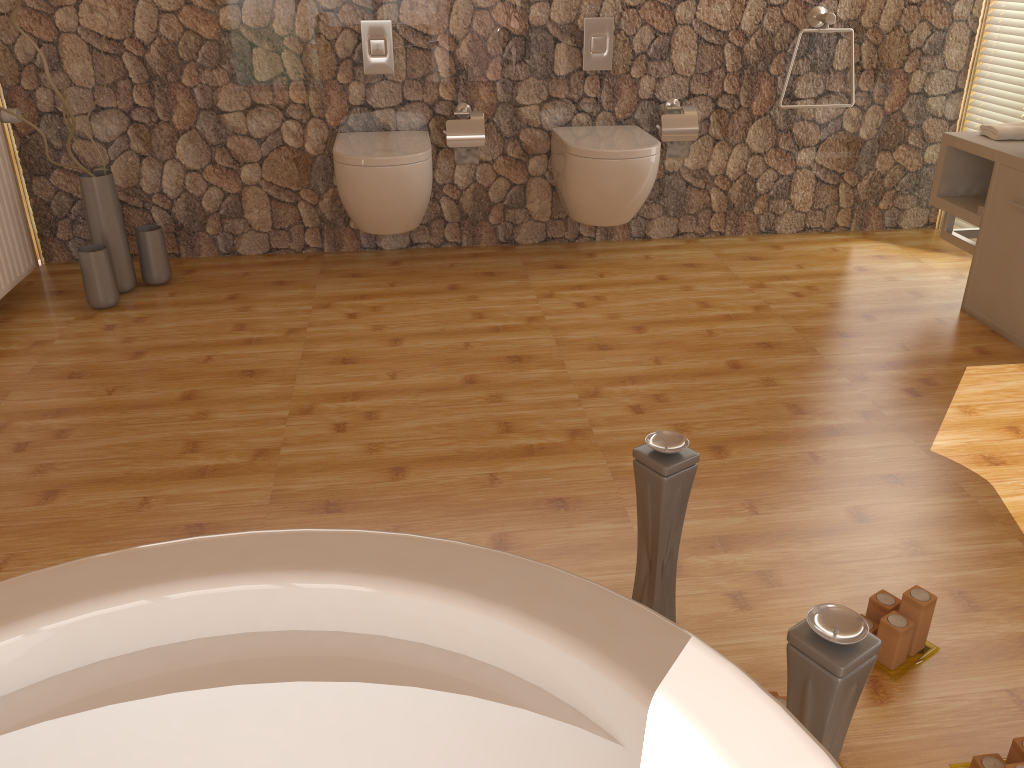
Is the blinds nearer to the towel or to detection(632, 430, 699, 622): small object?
the towel

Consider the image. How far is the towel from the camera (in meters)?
3.09

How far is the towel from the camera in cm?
309

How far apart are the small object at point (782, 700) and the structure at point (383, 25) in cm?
288

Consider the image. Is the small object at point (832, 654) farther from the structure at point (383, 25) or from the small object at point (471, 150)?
the structure at point (383, 25)

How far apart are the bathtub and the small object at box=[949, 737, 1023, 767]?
0.9 meters

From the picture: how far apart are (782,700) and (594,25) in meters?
2.9

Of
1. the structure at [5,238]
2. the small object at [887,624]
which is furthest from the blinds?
the structure at [5,238]

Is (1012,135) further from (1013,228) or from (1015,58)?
(1015,58)

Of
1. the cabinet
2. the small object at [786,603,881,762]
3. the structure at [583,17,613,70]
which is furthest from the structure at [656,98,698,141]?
the small object at [786,603,881,762]
